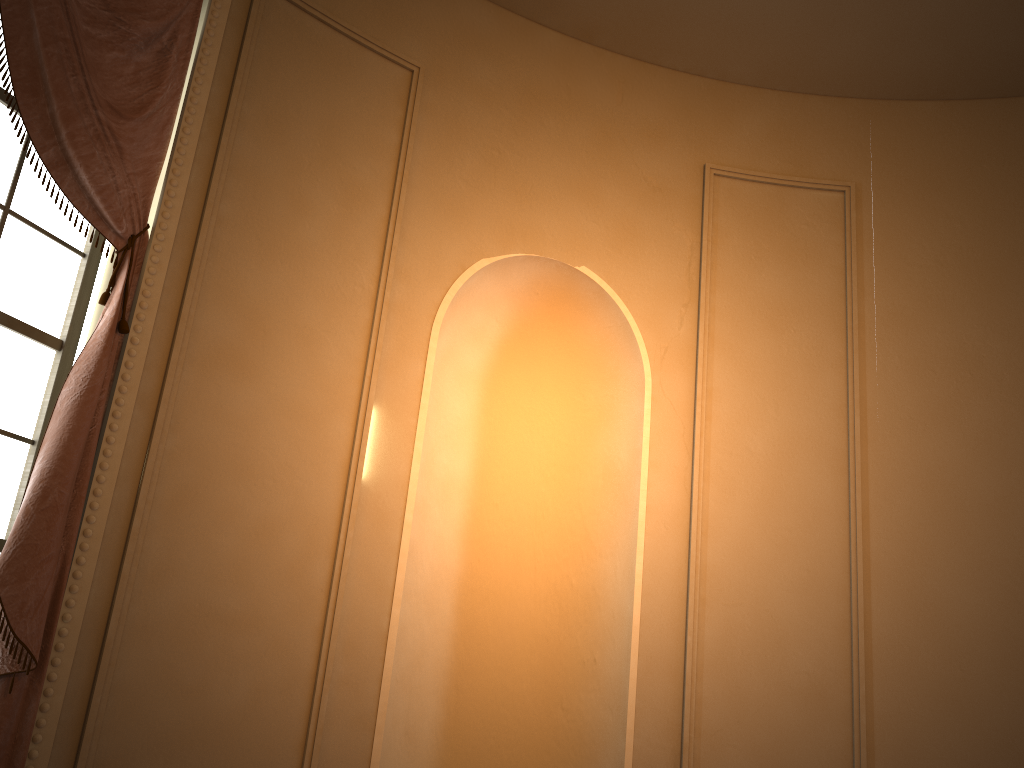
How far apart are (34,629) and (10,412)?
0.68m

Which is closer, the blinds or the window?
the blinds

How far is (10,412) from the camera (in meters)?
2.56

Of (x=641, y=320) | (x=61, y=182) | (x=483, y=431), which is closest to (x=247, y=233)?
(x=61, y=182)

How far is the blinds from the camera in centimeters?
227cm

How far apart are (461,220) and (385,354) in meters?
0.7 m

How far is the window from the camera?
2.56m

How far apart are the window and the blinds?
0.1m

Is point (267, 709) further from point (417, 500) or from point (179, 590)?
point (417, 500)
